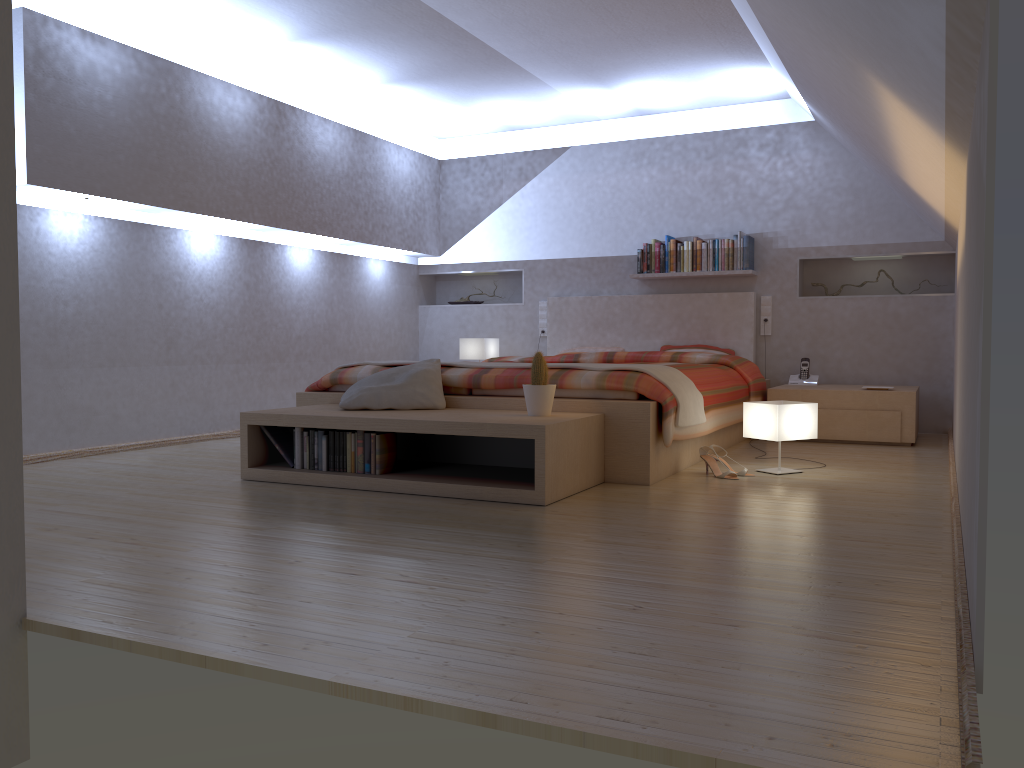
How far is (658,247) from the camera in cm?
666

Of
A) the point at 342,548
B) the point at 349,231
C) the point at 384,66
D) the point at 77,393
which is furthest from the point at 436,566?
the point at 349,231

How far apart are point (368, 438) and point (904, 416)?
3.3 meters

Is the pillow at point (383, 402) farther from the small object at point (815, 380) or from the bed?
the small object at point (815, 380)

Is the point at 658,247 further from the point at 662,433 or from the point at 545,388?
the point at 545,388

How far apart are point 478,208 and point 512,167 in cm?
45

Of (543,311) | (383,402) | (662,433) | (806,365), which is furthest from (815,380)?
(383,402)

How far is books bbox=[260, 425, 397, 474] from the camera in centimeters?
377cm

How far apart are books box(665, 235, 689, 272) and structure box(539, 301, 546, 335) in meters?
1.1 m

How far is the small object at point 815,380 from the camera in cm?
614
